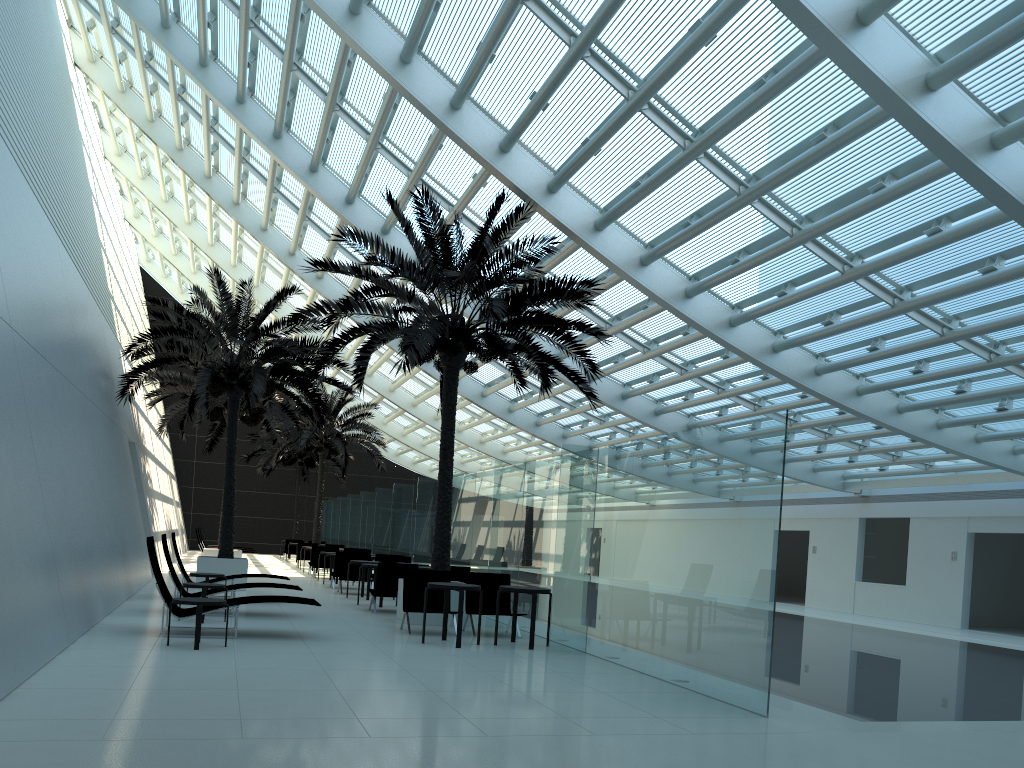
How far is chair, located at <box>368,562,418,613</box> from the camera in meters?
14.6 m

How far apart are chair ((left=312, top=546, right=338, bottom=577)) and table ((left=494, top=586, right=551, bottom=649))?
14.6m

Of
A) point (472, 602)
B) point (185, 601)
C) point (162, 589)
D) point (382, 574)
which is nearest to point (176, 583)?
point (162, 589)

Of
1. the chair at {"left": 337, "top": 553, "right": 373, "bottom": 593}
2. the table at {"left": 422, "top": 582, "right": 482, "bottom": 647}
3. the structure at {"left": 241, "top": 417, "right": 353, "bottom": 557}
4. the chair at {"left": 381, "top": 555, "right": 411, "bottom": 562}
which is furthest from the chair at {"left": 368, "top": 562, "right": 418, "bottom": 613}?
the structure at {"left": 241, "top": 417, "right": 353, "bottom": 557}

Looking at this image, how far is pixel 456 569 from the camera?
15.0 meters

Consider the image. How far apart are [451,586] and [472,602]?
2.02m

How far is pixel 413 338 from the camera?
12.53m

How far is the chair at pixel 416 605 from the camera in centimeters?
1226cm

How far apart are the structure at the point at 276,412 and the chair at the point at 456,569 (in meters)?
9.58

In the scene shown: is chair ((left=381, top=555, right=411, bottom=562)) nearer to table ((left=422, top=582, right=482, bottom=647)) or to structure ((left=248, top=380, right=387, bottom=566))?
table ((left=422, top=582, right=482, bottom=647))
